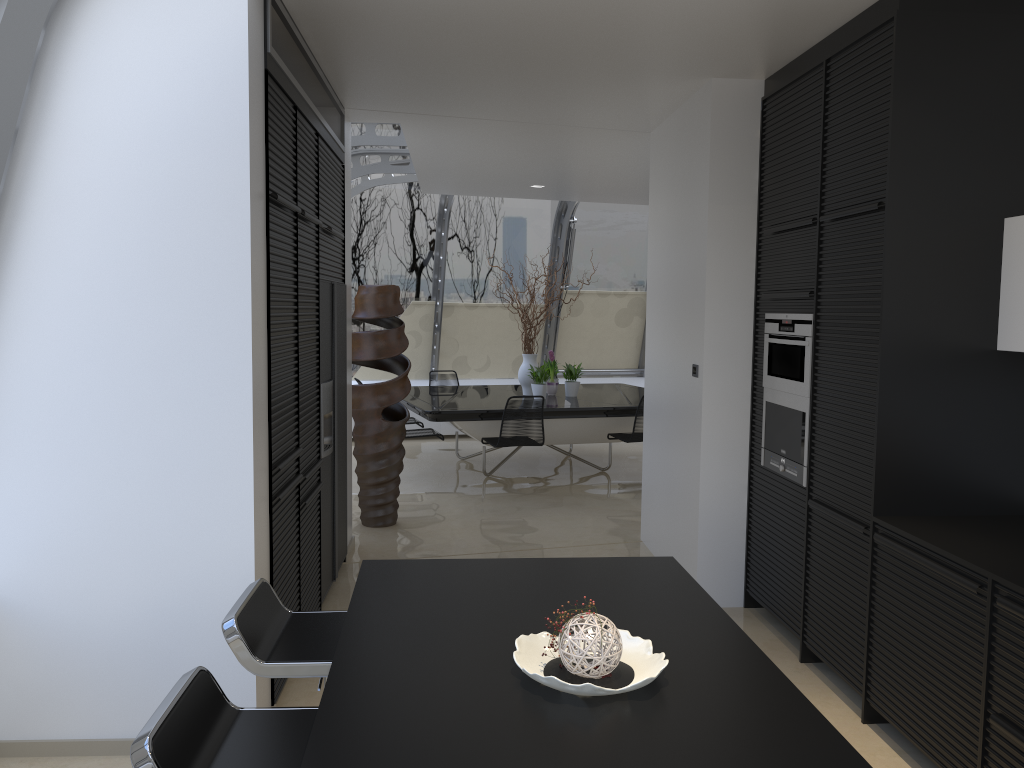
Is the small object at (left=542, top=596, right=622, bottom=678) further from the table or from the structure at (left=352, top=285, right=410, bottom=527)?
the table

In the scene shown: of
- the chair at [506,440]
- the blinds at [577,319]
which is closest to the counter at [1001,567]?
the chair at [506,440]

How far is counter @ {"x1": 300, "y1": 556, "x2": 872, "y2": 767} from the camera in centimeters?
162cm

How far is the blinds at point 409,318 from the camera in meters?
11.3

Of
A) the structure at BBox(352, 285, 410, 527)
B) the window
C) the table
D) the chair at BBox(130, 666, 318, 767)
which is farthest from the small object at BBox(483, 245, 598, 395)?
the chair at BBox(130, 666, 318, 767)

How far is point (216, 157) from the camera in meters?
3.1

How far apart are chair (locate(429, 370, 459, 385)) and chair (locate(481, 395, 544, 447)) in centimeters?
253cm

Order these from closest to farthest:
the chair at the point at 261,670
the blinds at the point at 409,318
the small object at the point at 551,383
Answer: the chair at the point at 261,670 < the small object at the point at 551,383 < the blinds at the point at 409,318

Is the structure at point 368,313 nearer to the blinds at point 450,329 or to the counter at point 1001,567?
the counter at point 1001,567

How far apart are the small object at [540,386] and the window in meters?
2.4
